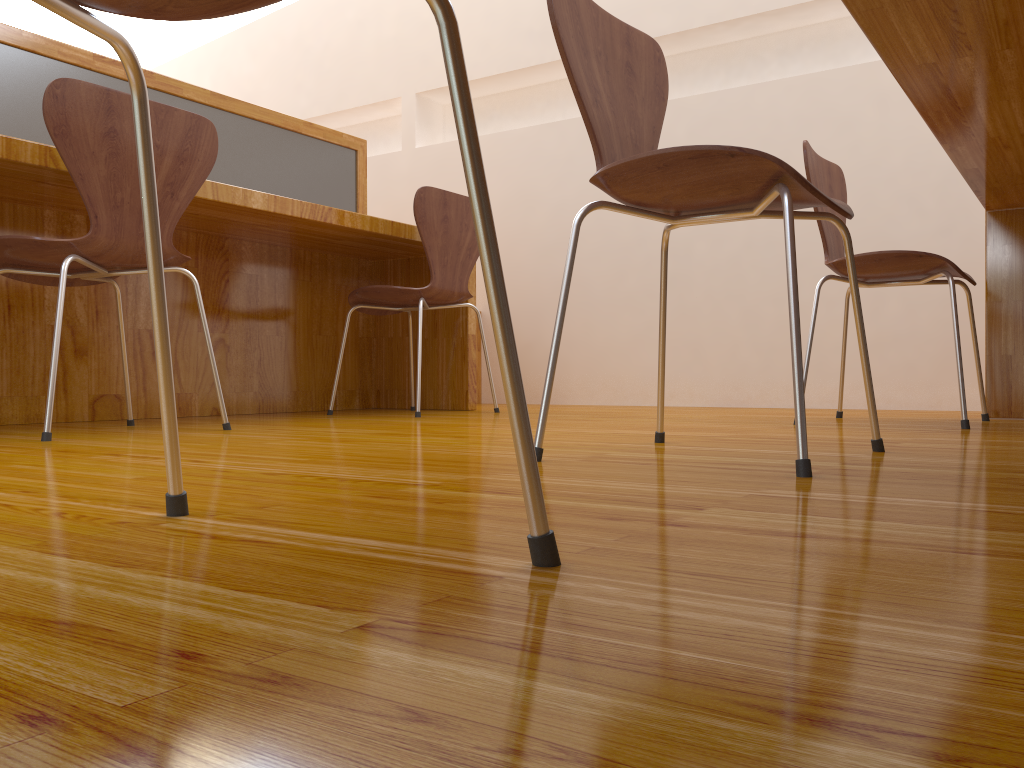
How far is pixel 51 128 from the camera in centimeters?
166cm

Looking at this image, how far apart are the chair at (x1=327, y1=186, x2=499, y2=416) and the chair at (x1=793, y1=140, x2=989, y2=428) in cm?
105

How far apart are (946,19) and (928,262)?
1.01m

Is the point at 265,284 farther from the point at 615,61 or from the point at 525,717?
the point at 525,717

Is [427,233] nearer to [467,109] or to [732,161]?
[732,161]

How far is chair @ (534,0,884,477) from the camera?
1.1m

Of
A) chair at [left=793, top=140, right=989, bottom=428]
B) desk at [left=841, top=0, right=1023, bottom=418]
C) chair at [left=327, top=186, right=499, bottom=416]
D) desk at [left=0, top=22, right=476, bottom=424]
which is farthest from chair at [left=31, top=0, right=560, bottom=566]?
chair at [left=327, top=186, right=499, bottom=416]

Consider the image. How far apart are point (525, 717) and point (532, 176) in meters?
3.7

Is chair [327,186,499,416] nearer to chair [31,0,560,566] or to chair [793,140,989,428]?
chair [793,140,989,428]

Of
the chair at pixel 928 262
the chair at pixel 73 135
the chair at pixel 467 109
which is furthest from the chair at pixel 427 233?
the chair at pixel 467 109
